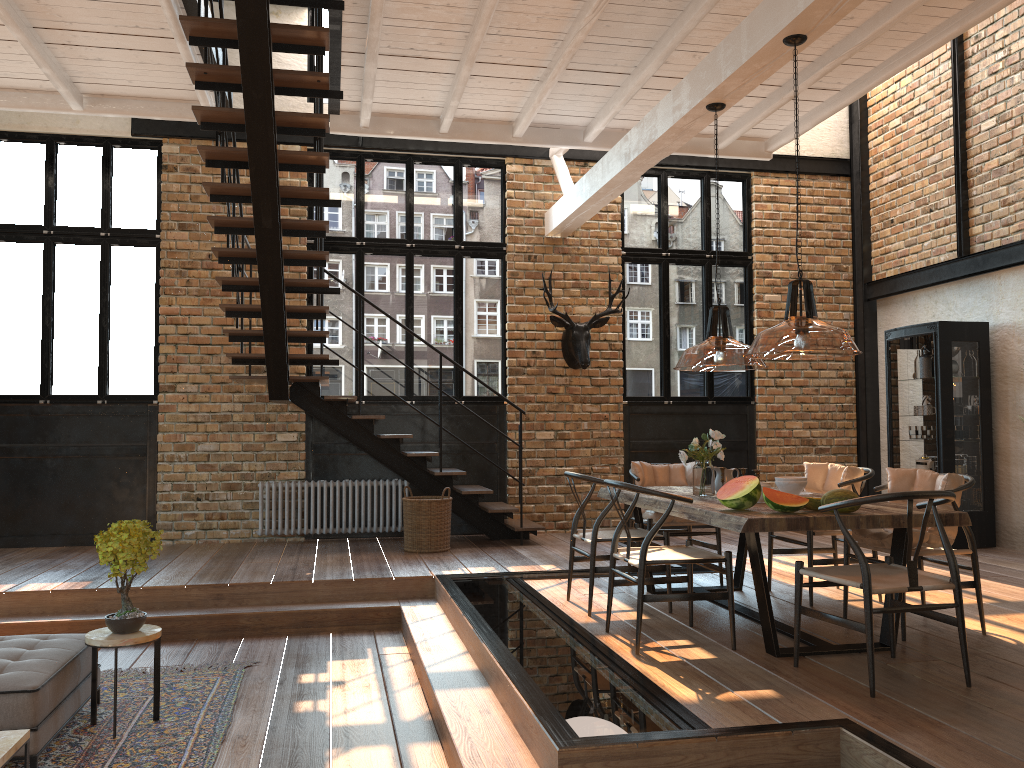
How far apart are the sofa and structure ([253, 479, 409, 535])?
4.3m

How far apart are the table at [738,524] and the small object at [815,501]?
0.04m

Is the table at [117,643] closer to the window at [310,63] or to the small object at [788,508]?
the small object at [788,508]

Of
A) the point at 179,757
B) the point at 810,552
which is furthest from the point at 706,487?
the point at 179,757

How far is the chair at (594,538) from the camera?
5.4m

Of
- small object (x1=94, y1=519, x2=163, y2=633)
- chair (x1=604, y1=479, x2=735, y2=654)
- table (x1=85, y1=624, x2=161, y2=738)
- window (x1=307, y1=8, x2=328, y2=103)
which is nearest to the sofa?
table (x1=85, y1=624, x2=161, y2=738)

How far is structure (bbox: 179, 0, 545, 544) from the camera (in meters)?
5.58

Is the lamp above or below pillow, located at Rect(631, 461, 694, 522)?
above

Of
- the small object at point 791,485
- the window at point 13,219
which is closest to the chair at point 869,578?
the small object at point 791,485

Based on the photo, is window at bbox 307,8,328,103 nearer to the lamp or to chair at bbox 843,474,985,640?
the lamp
